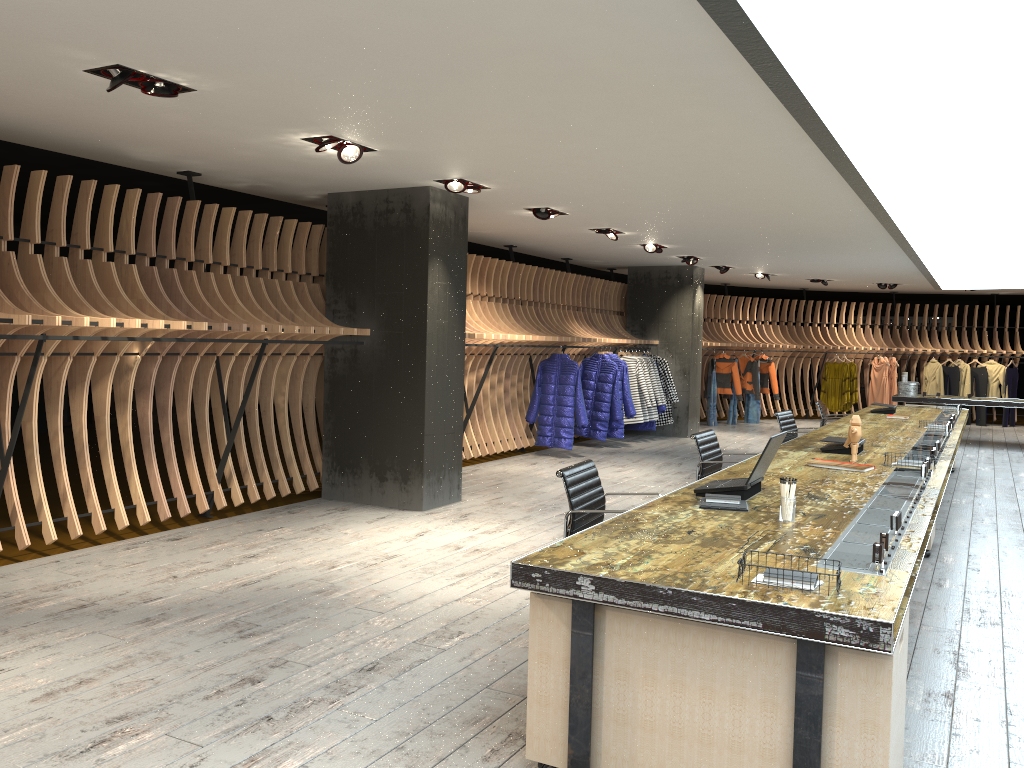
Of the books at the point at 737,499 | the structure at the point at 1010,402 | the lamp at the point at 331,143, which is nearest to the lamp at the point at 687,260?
the structure at the point at 1010,402

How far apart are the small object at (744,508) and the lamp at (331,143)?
3.4m

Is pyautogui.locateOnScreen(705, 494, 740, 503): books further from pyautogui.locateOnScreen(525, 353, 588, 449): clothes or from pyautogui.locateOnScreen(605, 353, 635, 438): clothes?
pyautogui.locateOnScreen(605, 353, 635, 438): clothes

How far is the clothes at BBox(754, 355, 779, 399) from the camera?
17.25m

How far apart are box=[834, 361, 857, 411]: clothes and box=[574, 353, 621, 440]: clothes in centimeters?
765cm

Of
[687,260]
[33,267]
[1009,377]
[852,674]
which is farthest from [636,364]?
[852,674]

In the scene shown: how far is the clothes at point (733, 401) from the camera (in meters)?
16.94

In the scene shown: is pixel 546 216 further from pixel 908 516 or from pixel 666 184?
pixel 908 516

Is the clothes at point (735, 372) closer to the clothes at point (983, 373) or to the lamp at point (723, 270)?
the lamp at point (723, 270)

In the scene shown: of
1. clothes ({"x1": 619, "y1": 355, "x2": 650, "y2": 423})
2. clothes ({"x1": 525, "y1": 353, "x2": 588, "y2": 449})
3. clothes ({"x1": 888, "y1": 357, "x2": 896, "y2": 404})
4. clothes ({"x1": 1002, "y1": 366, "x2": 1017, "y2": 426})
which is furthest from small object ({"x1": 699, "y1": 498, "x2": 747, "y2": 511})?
clothes ({"x1": 1002, "y1": 366, "x2": 1017, "y2": 426})
